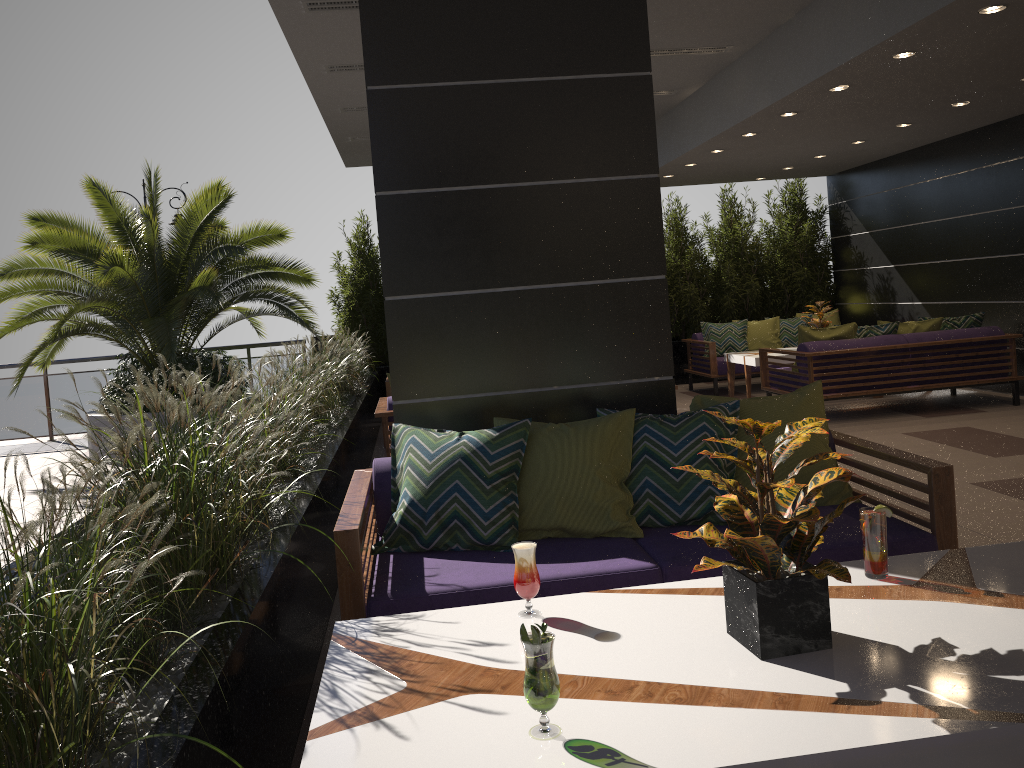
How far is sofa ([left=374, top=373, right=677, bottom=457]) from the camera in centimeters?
605cm

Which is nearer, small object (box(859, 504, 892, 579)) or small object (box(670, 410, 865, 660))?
small object (box(670, 410, 865, 660))

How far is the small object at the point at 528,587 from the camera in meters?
2.3

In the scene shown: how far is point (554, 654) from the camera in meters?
2.1 m

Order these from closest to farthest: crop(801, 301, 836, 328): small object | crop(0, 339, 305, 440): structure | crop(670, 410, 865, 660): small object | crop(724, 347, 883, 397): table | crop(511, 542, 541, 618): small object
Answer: crop(670, 410, 865, 660): small object → crop(511, 542, 541, 618): small object → crop(724, 347, 883, 397): table → crop(801, 301, 836, 328): small object → crop(0, 339, 305, 440): structure

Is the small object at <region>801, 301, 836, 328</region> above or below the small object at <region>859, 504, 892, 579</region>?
above

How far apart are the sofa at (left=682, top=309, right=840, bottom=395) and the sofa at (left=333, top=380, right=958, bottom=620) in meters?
6.9 m

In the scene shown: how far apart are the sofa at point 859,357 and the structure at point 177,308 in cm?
479

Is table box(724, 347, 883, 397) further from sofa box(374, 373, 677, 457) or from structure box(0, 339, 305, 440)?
structure box(0, 339, 305, 440)

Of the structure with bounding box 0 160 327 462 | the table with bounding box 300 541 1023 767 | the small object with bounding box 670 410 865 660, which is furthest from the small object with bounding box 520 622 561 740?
the structure with bounding box 0 160 327 462
